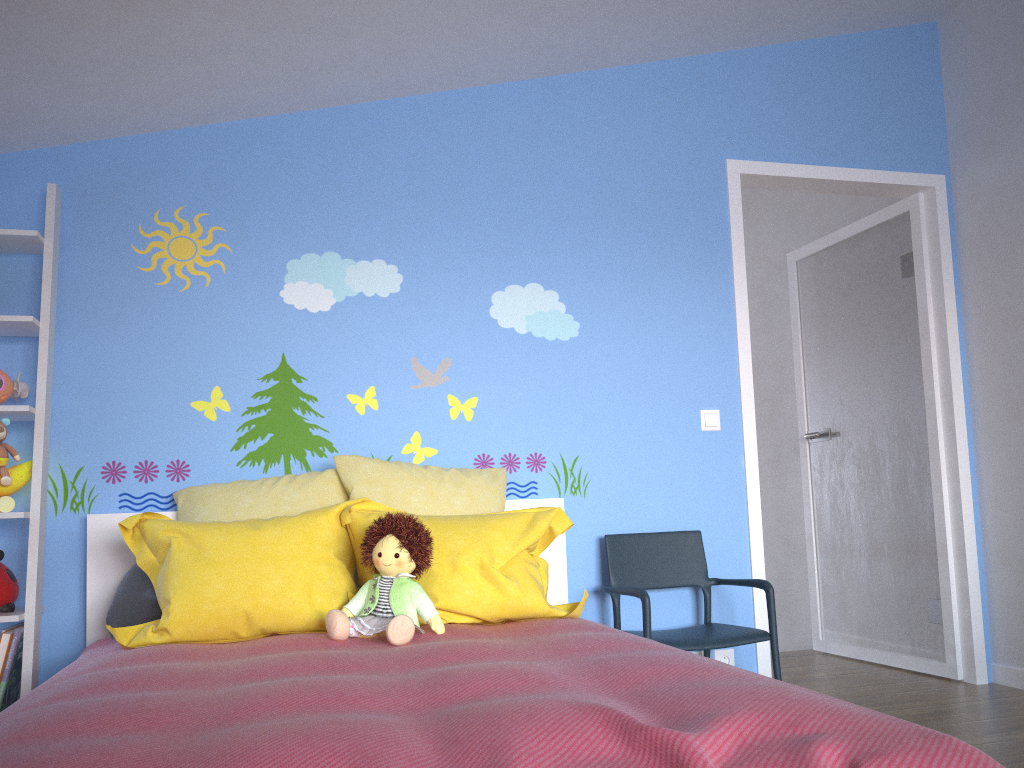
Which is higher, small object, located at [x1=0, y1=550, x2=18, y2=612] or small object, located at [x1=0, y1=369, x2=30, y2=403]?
small object, located at [x1=0, y1=369, x2=30, y2=403]

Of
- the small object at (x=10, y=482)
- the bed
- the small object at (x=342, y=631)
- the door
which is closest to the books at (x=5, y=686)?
the bed

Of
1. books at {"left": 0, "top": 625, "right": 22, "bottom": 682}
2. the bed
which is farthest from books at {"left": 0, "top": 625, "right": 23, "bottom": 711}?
the bed

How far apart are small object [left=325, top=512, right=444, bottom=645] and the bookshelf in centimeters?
93cm

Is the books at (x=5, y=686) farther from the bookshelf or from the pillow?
the pillow

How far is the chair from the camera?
2.8 meters

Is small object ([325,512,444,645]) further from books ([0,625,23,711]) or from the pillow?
books ([0,625,23,711])

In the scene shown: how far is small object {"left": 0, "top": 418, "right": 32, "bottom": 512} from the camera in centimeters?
253cm

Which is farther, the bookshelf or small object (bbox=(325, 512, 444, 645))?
the bookshelf

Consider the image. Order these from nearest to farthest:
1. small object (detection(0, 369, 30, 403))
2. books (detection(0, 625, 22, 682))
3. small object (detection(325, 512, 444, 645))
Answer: small object (detection(325, 512, 444, 645))
books (detection(0, 625, 22, 682))
small object (detection(0, 369, 30, 403))
